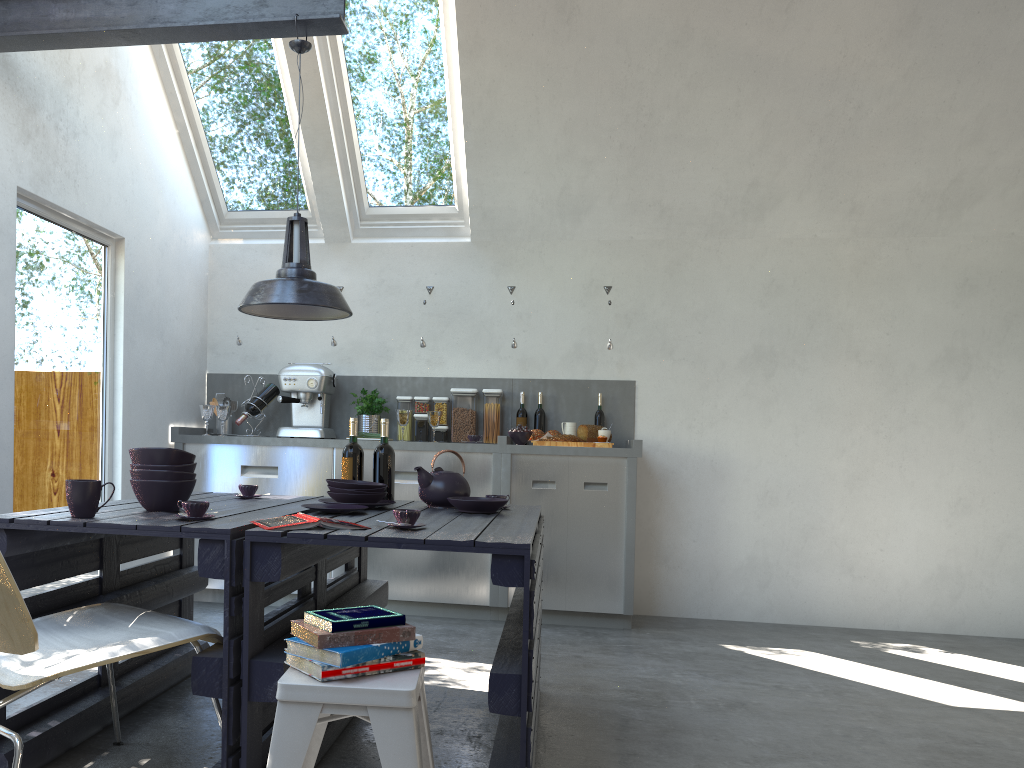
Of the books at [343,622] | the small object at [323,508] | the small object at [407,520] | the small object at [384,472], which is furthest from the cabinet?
the books at [343,622]

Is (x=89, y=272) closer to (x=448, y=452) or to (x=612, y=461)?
(x=448, y=452)

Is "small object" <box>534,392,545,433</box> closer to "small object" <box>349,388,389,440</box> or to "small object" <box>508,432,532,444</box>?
"small object" <box>508,432,532,444</box>

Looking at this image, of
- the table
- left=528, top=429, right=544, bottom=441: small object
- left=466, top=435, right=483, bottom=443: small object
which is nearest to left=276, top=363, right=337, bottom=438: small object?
left=466, top=435, right=483, bottom=443: small object

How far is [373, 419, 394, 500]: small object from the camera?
3.5m

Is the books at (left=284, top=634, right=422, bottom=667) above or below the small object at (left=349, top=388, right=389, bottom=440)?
below

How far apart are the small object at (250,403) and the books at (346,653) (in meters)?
3.56

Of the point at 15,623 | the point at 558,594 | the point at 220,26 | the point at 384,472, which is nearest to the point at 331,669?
the point at 15,623

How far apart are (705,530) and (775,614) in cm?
67

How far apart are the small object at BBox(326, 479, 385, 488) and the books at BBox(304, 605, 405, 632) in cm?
105
